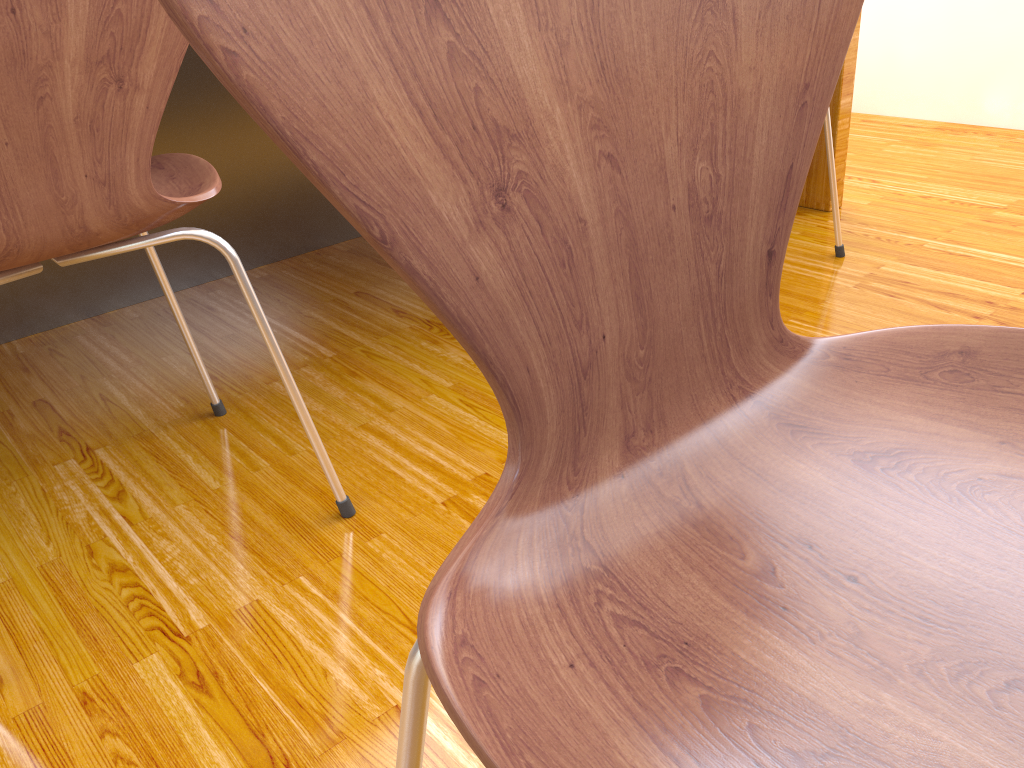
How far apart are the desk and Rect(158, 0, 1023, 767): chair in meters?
1.5

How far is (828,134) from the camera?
1.6m

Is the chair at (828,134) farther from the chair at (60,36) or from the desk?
the chair at (60,36)

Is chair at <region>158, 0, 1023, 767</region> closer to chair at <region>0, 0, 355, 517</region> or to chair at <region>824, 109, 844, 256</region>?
chair at <region>0, 0, 355, 517</region>

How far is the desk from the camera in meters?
1.6

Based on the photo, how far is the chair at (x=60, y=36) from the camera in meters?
0.7

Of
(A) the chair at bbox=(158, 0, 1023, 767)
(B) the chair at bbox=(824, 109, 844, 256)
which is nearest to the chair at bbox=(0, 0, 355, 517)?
(A) the chair at bbox=(158, 0, 1023, 767)

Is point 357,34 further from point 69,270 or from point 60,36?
point 69,270

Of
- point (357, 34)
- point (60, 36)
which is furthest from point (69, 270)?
point (357, 34)

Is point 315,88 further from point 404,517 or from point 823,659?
point 404,517
